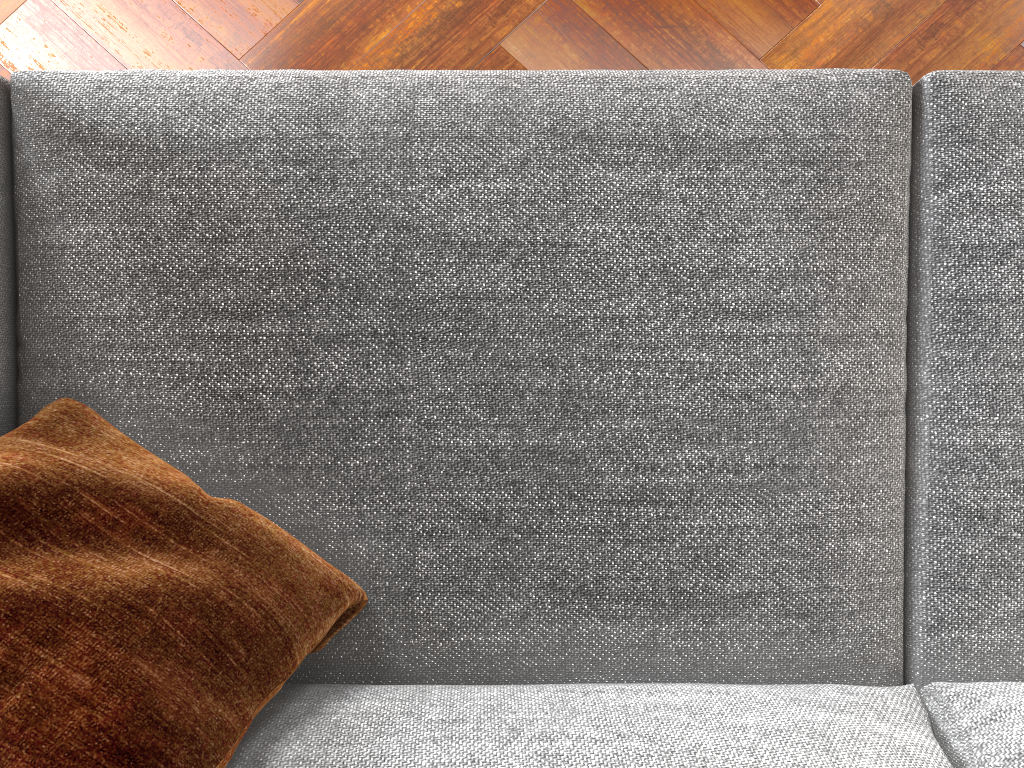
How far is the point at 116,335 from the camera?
1.1m

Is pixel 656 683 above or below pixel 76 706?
below

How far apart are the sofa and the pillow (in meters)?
0.02

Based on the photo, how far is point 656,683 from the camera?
1.1 meters

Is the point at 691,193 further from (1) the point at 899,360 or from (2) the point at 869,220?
(1) the point at 899,360

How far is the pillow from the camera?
0.8m

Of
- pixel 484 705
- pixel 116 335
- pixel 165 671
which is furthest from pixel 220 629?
pixel 116 335

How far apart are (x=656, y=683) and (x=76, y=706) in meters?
0.7

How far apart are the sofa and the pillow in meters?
0.0

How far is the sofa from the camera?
1.14m
